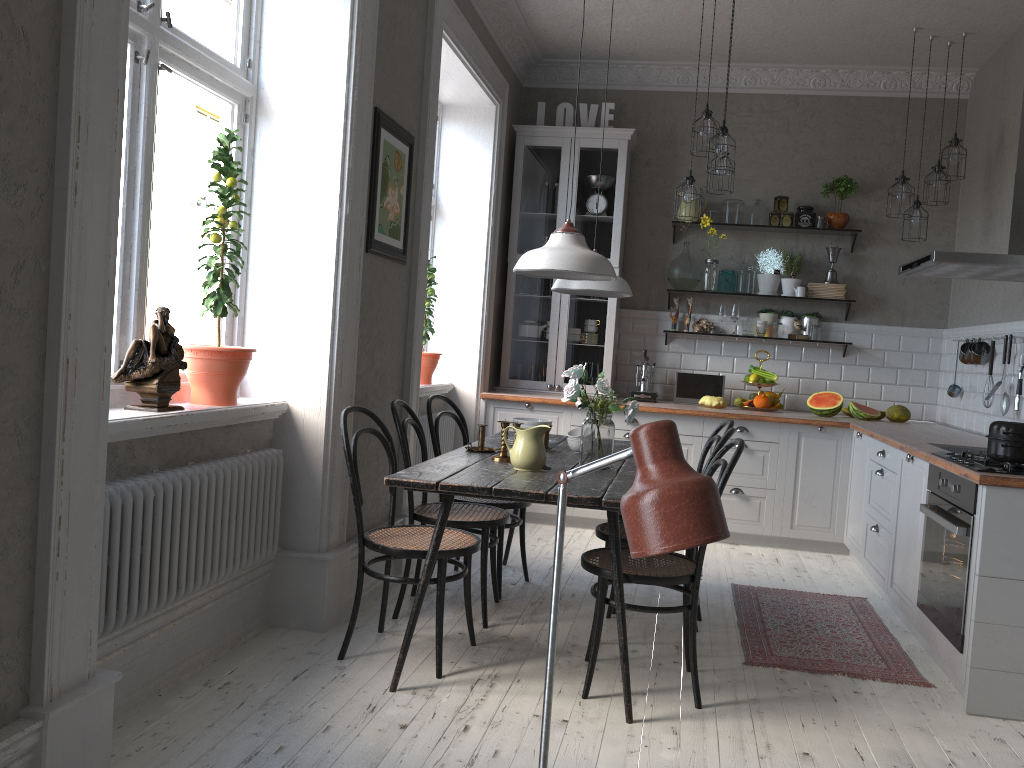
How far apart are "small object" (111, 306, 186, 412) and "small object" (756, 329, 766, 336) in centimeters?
436cm

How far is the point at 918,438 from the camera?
4.5m

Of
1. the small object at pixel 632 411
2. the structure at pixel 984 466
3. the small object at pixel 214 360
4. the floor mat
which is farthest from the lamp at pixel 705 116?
the small object at pixel 214 360

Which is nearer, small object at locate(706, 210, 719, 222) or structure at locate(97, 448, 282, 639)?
structure at locate(97, 448, 282, 639)

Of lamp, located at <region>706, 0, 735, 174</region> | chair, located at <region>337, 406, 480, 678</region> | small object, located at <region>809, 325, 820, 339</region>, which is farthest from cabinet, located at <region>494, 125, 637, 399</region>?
chair, located at <region>337, 406, 480, 678</region>

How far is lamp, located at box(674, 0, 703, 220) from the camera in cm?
509

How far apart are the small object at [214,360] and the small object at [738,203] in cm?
399

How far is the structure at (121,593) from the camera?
2.52m

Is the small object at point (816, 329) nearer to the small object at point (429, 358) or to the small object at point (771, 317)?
the small object at point (771, 317)

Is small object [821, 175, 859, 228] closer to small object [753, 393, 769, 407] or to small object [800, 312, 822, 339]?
small object [800, 312, 822, 339]
